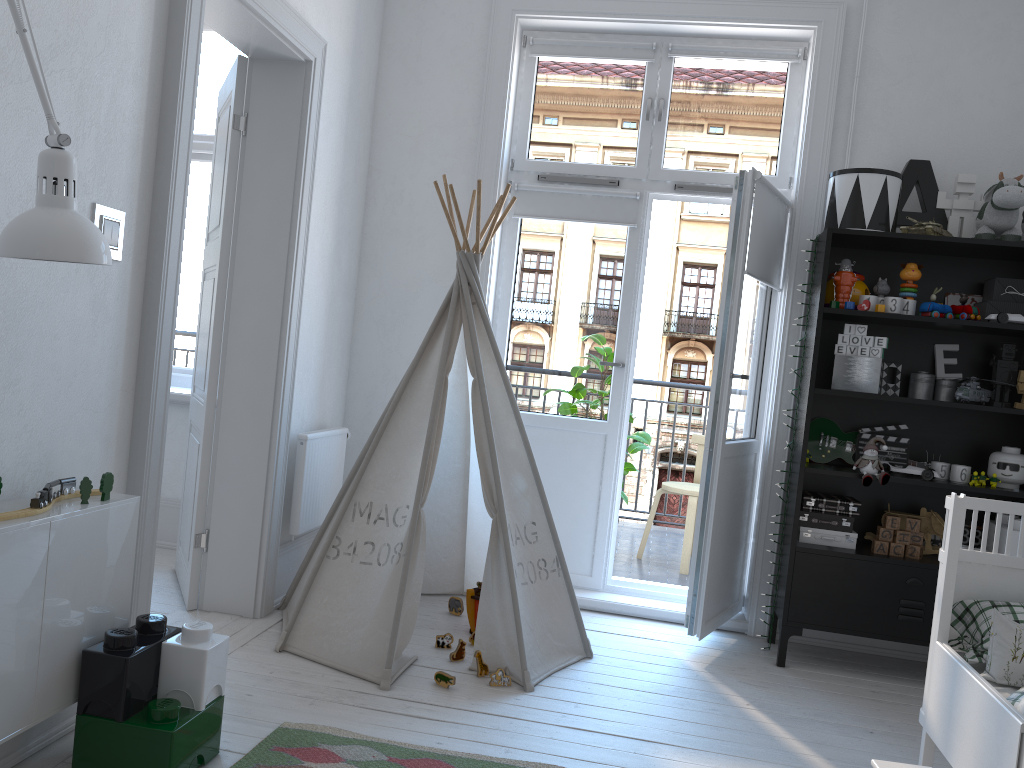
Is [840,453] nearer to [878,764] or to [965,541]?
[965,541]

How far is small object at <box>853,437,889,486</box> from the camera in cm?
326

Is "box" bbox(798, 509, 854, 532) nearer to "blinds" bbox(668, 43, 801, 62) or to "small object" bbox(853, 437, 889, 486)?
"small object" bbox(853, 437, 889, 486)

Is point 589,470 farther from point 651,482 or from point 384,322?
point 651,482

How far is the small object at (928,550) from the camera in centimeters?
344cm

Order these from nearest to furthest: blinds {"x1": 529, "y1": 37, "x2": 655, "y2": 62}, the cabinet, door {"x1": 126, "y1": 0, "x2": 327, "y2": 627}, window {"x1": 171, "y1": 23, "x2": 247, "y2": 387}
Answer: the cabinet
door {"x1": 126, "y1": 0, "x2": 327, "y2": 627}
blinds {"x1": 529, "y1": 37, "x2": 655, "y2": 62}
window {"x1": 171, "y1": 23, "x2": 247, "y2": 387}

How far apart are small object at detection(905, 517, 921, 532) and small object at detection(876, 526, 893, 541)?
0.1m

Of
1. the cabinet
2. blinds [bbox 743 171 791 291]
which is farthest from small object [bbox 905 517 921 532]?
the cabinet

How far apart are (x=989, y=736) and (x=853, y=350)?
1.7 meters

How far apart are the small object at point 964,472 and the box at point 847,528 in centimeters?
40cm
